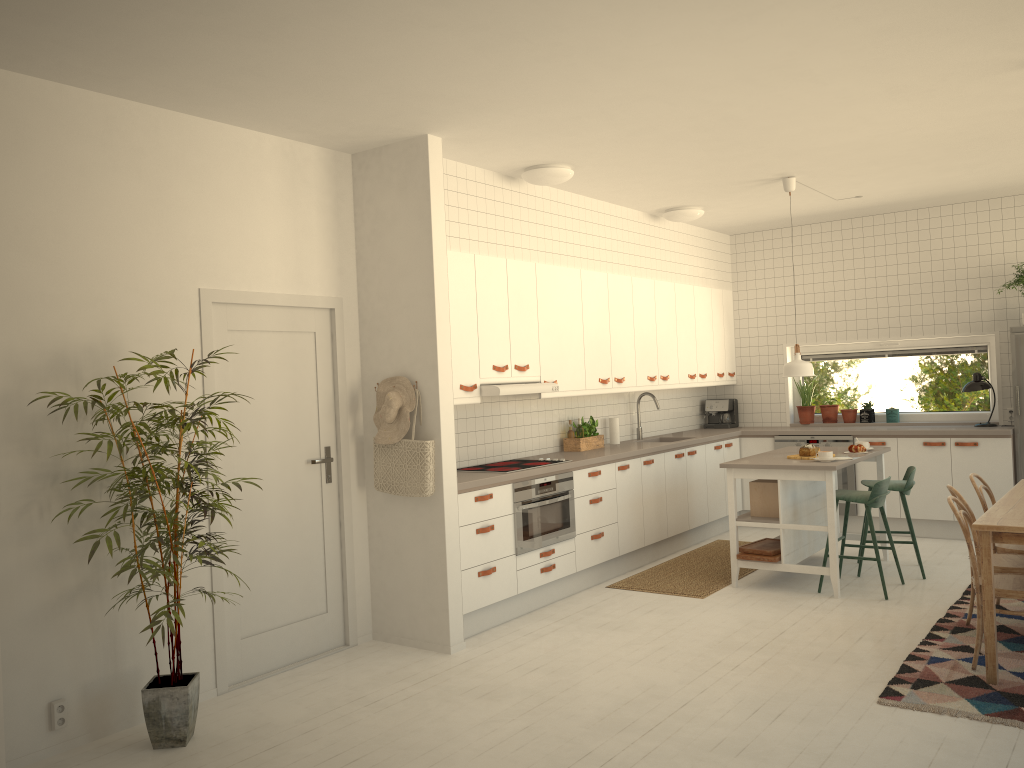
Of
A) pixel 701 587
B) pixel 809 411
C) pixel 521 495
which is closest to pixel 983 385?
pixel 809 411

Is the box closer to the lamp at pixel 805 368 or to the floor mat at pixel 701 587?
the floor mat at pixel 701 587

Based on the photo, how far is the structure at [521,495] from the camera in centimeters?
559cm

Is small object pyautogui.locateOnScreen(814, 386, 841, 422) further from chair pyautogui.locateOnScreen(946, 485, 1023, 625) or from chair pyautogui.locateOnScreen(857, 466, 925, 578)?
chair pyautogui.locateOnScreen(946, 485, 1023, 625)

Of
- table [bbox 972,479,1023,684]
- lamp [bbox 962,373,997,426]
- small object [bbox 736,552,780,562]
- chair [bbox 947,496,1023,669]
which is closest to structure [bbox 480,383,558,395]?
small object [bbox 736,552,780,562]

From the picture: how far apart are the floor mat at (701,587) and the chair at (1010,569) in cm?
181

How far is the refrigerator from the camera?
7.14m

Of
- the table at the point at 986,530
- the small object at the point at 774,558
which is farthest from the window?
the table at the point at 986,530

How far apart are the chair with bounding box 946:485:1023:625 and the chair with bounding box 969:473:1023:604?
0.2m

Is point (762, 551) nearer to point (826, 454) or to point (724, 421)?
point (826, 454)
